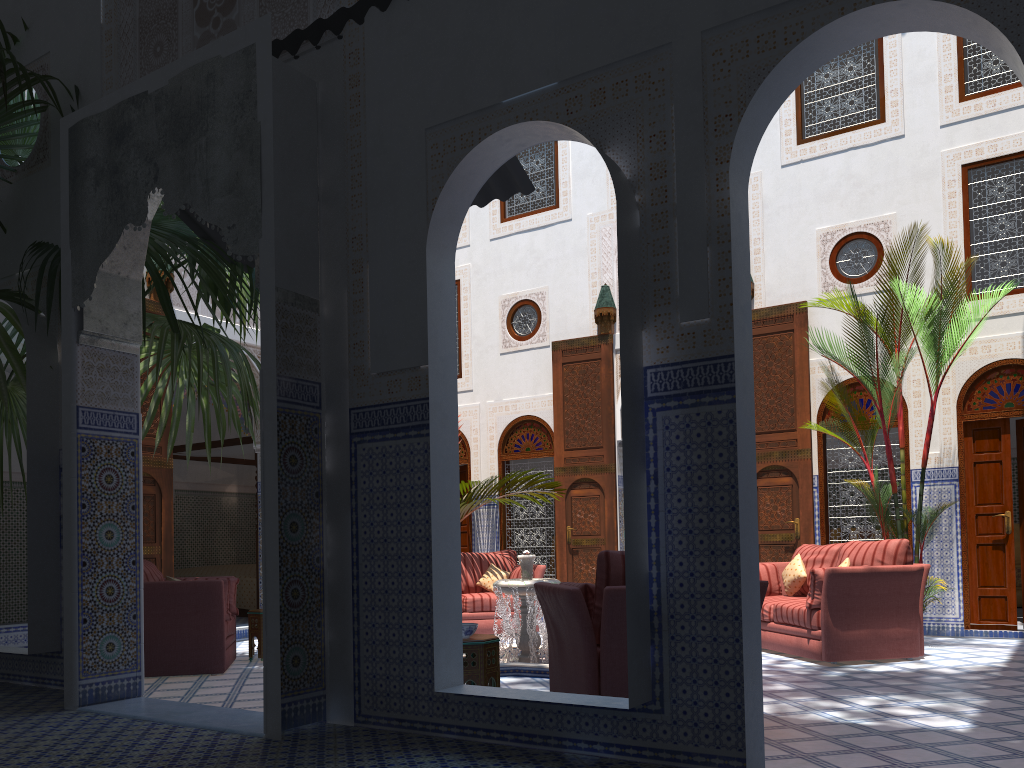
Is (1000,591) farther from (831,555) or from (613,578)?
(613,578)

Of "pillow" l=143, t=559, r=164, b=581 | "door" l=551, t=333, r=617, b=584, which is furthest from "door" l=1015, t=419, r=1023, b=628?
"pillow" l=143, t=559, r=164, b=581

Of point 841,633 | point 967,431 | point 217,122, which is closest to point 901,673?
point 841,633

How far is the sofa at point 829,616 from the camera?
4.7 meters

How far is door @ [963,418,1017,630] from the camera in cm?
593

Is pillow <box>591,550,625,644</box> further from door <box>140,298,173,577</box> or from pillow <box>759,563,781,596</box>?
door <box>140,298,173,577</box>

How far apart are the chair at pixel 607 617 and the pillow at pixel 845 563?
2.1 meters

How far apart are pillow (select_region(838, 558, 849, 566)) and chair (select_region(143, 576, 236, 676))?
3.6 meters

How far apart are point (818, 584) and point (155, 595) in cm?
361

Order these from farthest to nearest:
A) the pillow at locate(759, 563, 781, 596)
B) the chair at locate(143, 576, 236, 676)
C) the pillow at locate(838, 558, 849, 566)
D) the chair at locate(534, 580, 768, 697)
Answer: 1. the pillow at locate(759, 563, 781, 596)
2. the pillow at locate(838, 558, 849, 566)
3. the chair at locate(143, 576, 236, 676)
4. the chair at locate(534, 580, 768, 697)
